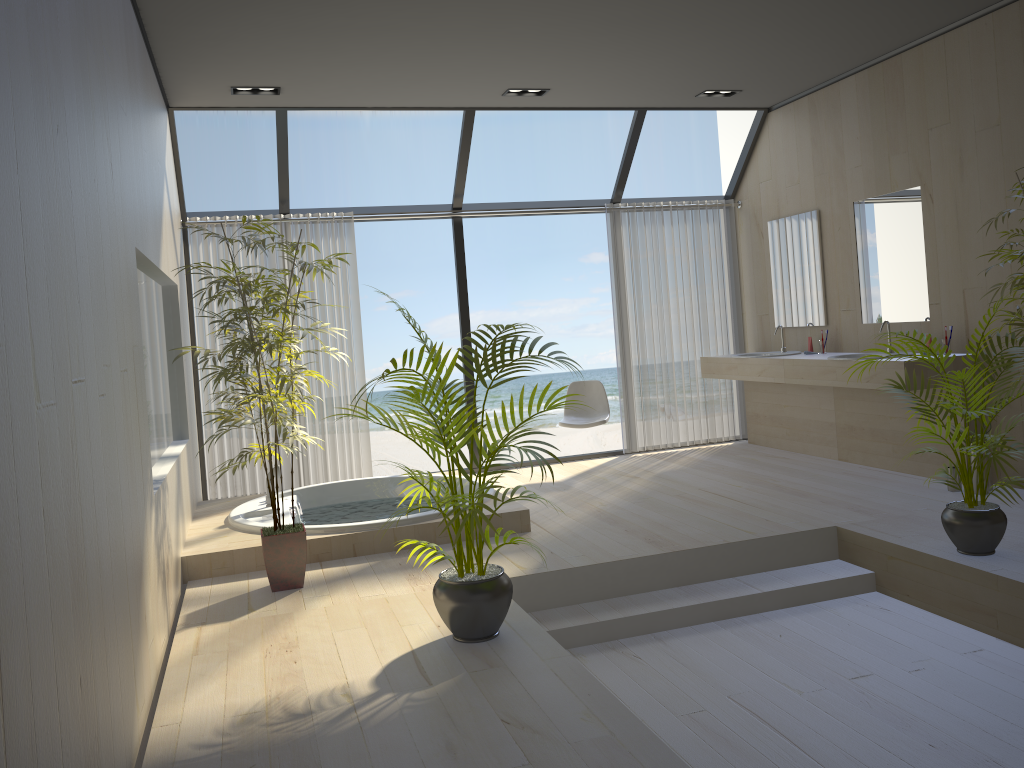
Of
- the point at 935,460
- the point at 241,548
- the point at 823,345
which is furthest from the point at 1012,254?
the point at 241,548

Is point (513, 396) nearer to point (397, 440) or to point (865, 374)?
point (397, 440)

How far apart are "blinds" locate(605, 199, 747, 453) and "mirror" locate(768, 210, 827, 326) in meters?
0.5

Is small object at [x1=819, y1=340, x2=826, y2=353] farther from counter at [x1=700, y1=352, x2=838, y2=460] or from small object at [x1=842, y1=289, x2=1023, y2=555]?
small object at [x1=842, y1=289, x2=1023, y2=555]

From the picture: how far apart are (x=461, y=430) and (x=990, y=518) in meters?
2.4

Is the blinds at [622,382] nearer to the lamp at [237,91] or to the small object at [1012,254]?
the lamp at [237,91]

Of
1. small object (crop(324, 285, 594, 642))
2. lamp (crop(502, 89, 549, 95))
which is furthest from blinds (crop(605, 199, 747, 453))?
small object (crop(324, 285, 594, 642))

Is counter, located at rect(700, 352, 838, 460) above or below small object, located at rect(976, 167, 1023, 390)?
below

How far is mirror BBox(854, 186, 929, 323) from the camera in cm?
569

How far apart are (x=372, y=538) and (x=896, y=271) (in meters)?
3.83
